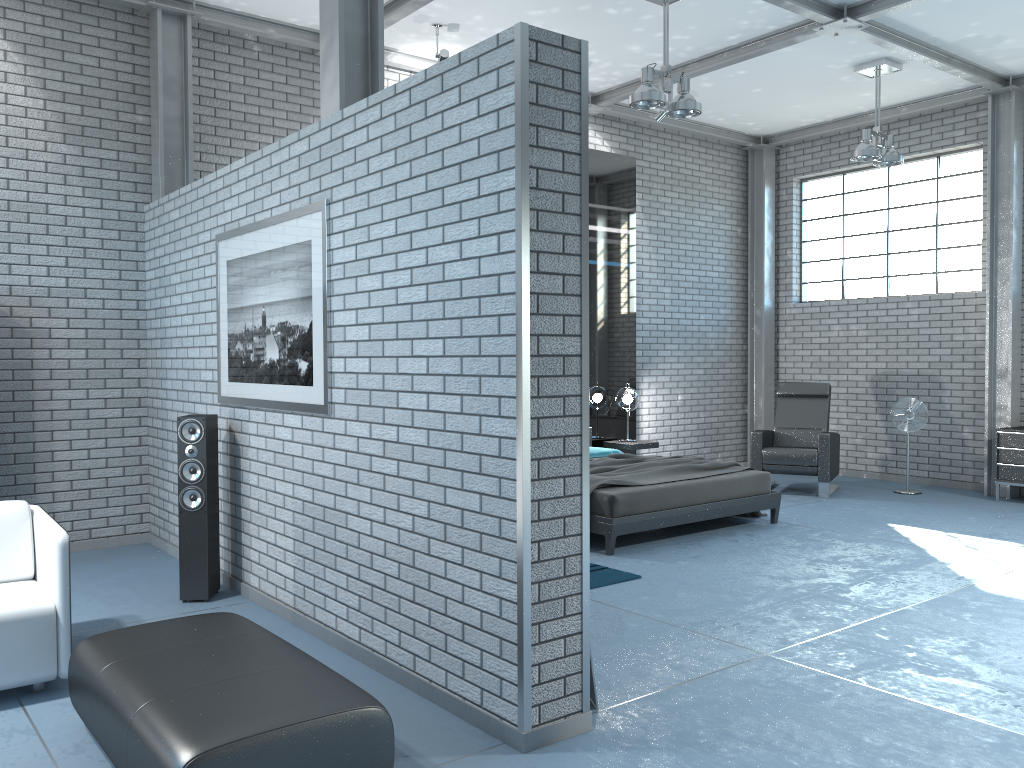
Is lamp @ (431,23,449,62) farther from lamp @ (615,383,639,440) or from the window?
the window

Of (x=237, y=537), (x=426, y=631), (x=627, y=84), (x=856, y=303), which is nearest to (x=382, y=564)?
(x=426, y=631)

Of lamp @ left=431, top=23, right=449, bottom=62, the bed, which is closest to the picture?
the bed

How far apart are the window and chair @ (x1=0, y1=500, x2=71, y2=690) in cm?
869

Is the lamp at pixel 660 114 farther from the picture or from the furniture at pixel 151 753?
the furniture at pixel 151 753

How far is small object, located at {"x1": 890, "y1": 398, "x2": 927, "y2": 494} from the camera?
8.7 meters

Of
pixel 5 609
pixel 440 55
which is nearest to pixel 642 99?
pixel 440 55

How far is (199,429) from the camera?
4.94m

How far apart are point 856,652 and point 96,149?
5.87m

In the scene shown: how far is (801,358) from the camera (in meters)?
10.56
